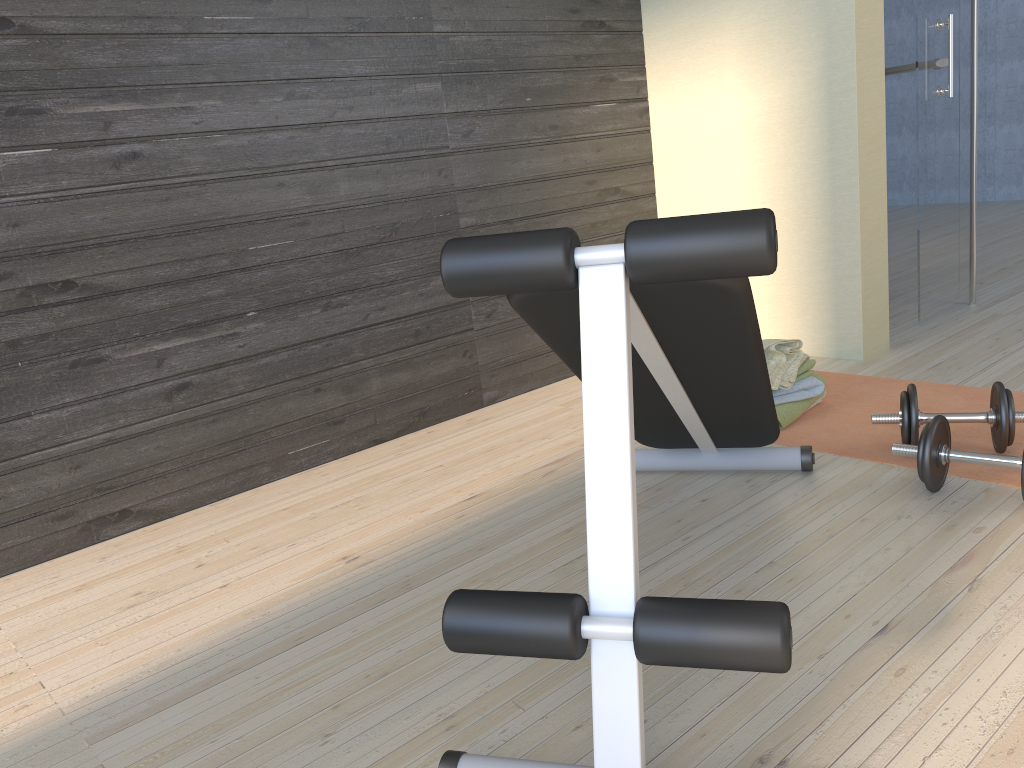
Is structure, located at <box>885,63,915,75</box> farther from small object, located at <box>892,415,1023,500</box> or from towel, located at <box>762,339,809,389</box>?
small object, located at <box>892,415,1023,500</box>

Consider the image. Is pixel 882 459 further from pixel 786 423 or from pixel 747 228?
pixel 747 228

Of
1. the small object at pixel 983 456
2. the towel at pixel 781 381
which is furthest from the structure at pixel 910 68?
the small object at pixel 983 456

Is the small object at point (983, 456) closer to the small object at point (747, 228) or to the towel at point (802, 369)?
the small object at point (747, 228)

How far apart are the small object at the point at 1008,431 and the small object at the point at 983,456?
0.1 meters

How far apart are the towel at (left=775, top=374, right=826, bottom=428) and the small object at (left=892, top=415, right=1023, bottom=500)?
0.53m

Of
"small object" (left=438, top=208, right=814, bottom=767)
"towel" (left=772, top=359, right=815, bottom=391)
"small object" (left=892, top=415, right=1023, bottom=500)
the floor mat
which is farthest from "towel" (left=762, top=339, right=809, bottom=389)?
"small object" (left=892, top=415, right=1023, bottom=500)

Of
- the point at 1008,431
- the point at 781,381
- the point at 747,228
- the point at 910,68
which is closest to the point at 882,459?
the point at 1008,431

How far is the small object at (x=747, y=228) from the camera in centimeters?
106cm

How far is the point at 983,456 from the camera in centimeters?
194cm
